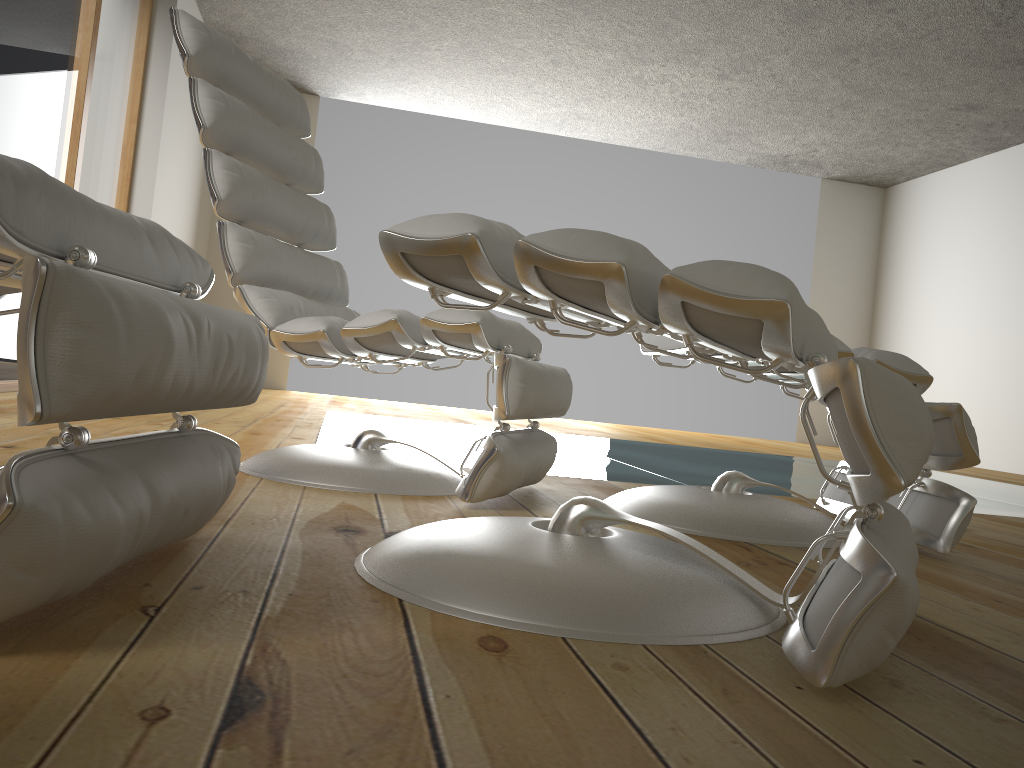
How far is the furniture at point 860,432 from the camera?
0.76m

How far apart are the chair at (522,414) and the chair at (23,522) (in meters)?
0.57

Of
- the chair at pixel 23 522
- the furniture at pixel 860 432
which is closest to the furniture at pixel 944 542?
the furniture at pixel 860 432

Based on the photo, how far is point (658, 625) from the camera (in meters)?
0.92

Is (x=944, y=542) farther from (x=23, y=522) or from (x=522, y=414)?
(x=23, y=522)

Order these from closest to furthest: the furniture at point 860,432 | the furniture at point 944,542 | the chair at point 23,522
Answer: the chair at point 23,522 < the furniture at point 860,432 < the furniture at point 944,542

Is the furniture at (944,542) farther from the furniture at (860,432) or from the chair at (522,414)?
the furniture at (860,432)

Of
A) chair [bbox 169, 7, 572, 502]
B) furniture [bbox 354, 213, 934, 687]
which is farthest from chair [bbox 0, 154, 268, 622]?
chair [bbox 169, 7, 572, 502]

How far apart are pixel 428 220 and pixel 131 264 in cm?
31

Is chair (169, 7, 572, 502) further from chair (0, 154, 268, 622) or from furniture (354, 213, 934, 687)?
chair (0, 154, 268, 622)
